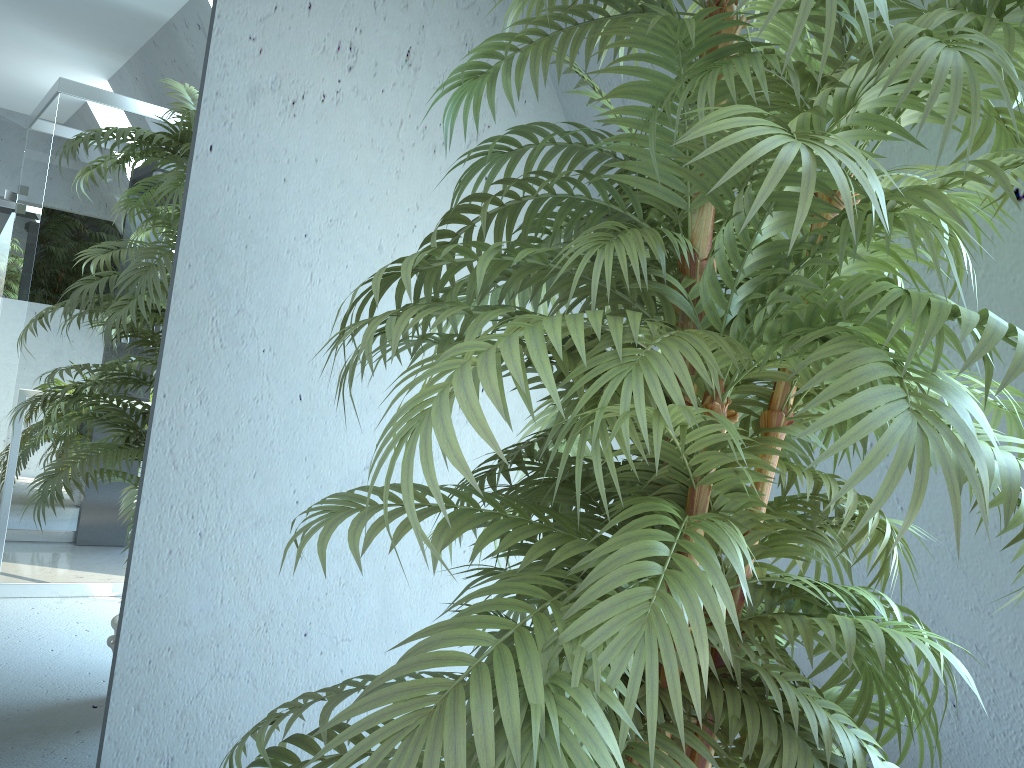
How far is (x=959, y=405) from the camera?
0.69m

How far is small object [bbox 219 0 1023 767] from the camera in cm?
69

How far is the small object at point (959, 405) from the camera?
0.69m
